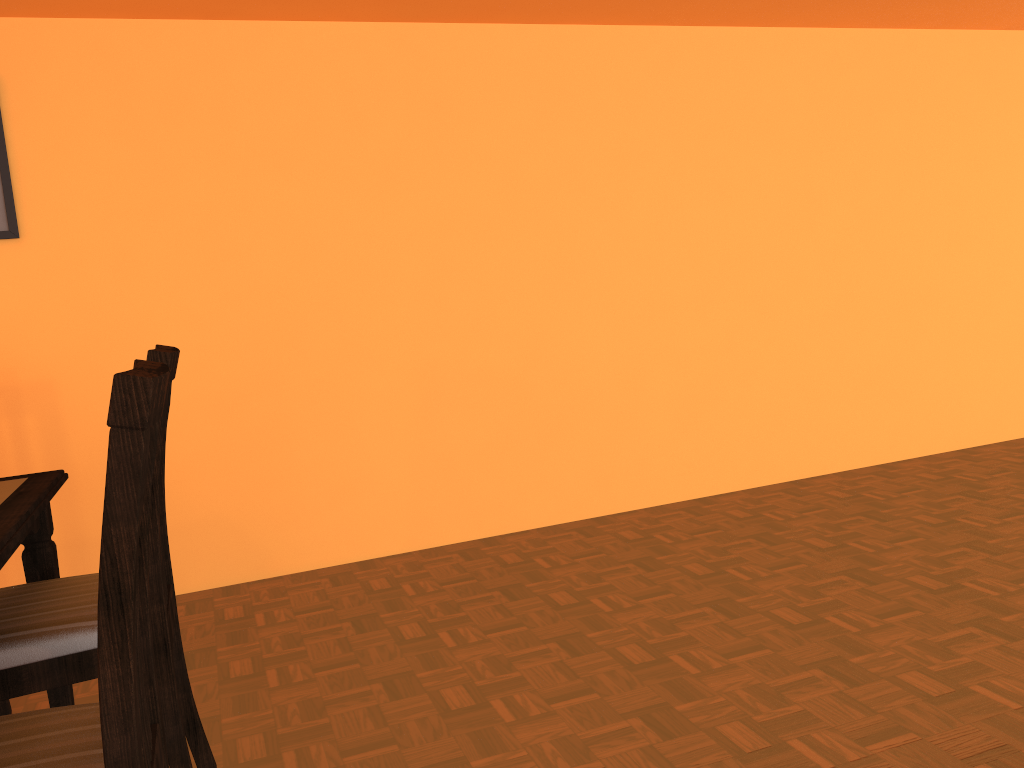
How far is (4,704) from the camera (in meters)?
1.97

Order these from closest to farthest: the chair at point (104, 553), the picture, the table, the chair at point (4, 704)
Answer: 1. the chair at point (104, 553)
2. the table
3. the chair at point (4, 704)
4. the picture

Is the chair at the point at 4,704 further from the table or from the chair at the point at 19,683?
the chair at the point at 19,683

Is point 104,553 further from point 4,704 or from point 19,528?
point 4,704

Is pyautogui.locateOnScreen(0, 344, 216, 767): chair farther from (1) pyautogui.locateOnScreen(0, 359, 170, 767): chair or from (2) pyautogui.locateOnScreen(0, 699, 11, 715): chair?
(2) pyautogui.locateOnScreen(0, 699, 11, 715): chair

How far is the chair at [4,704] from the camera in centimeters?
197cm

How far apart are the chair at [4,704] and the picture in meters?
1.3 m

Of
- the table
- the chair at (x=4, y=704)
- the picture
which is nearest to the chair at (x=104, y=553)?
the table

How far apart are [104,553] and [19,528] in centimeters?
60cm

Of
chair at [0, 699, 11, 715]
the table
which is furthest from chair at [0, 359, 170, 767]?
chair at [0, 699, 11, 715]
